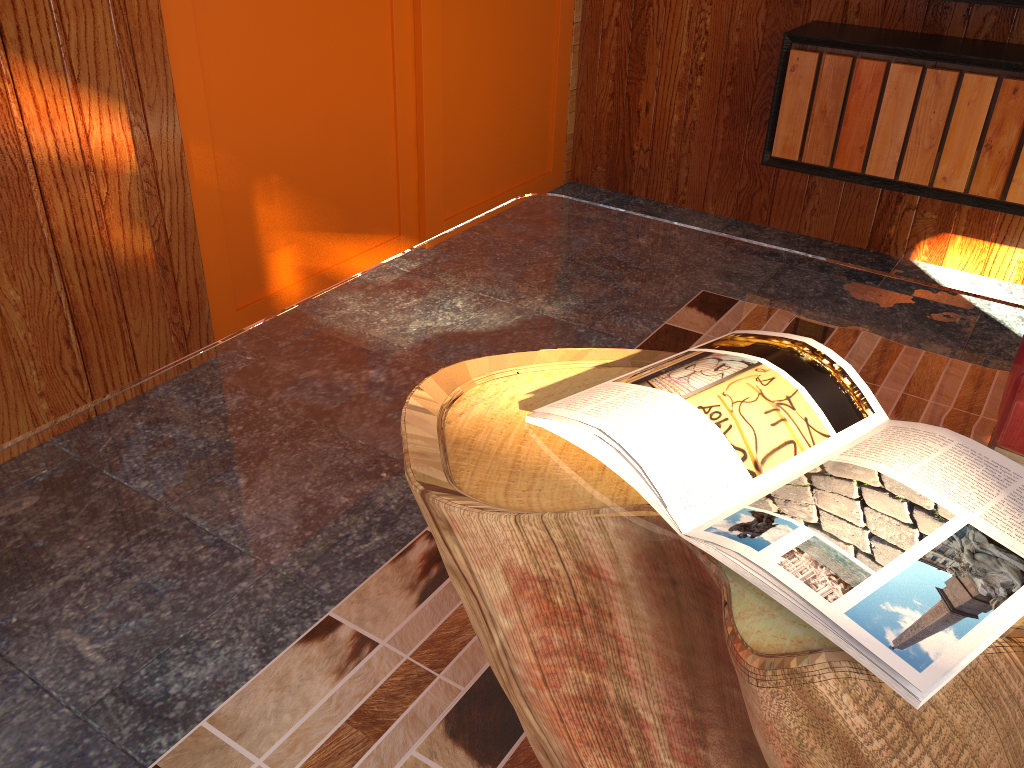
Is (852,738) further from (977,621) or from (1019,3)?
(1019,3)

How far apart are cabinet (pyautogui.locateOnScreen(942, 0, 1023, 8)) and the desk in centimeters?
152cm

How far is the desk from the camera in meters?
0.6

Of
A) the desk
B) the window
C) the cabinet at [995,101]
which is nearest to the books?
the desk

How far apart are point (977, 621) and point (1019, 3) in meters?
2.2 m

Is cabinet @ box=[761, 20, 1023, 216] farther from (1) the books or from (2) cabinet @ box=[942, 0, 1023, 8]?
(1) the books

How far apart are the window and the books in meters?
1.5 m

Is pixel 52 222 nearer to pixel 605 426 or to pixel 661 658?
pixel 605 426

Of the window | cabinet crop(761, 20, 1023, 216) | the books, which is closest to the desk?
the books

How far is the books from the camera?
0.63m
